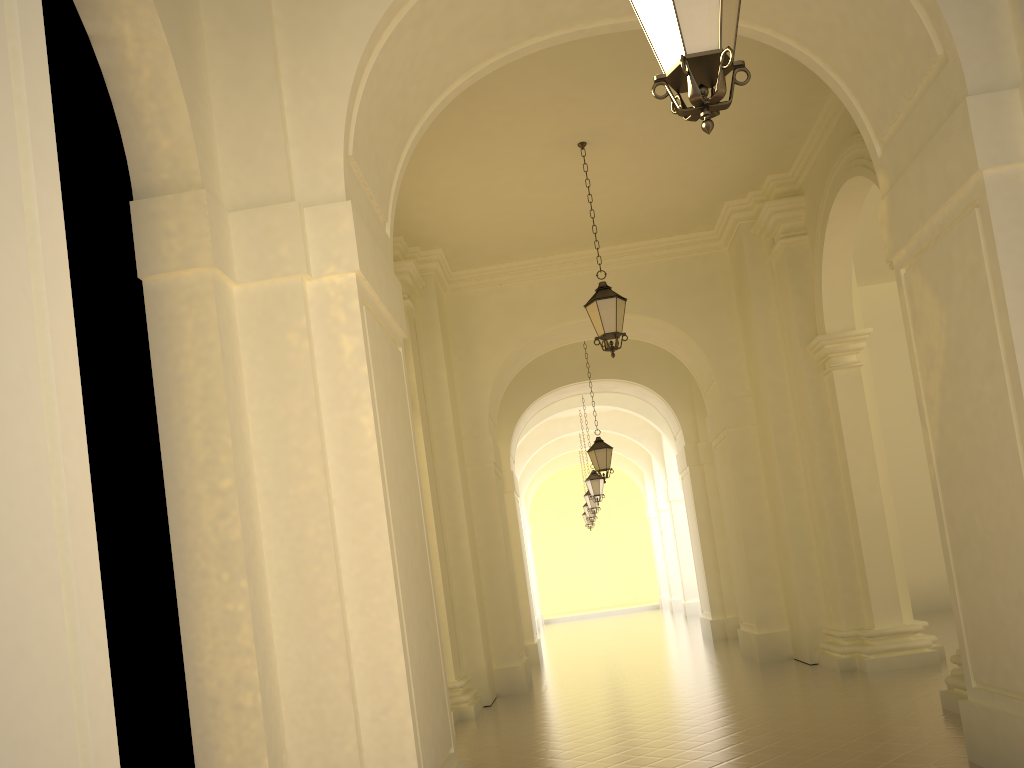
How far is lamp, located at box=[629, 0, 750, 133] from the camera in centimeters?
356cm

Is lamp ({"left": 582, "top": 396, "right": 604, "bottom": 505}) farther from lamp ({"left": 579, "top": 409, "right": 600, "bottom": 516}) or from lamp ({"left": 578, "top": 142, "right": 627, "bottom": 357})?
lamp ({"left": 578, "top": 142, "right": 627, "bottom": 357})

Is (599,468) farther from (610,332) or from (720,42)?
(720,42)

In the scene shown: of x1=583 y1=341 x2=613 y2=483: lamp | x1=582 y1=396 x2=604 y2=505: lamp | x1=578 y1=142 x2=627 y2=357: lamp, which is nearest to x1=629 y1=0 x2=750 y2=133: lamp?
x1=578 y1=142 x2=627 y2=357: lamp

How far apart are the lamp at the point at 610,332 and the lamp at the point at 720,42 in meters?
6.3

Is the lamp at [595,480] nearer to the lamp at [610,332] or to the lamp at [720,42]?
the lamp at [610,332]

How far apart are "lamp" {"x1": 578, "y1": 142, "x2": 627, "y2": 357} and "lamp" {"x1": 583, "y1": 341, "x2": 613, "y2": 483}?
6.21m

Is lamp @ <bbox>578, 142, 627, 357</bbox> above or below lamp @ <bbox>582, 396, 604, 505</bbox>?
above

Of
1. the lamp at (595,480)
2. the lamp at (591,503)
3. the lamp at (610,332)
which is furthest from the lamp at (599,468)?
the lamp at (591,503)

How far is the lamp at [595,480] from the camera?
21.1 meters
